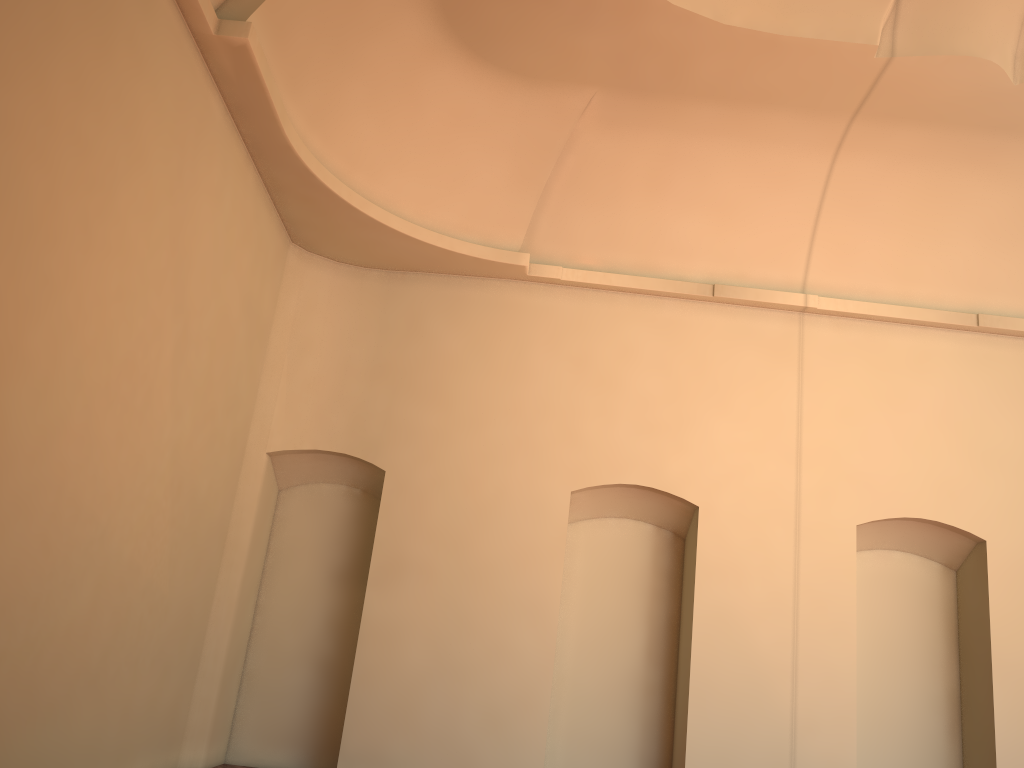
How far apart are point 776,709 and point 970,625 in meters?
2.4

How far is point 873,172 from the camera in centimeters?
929cm
